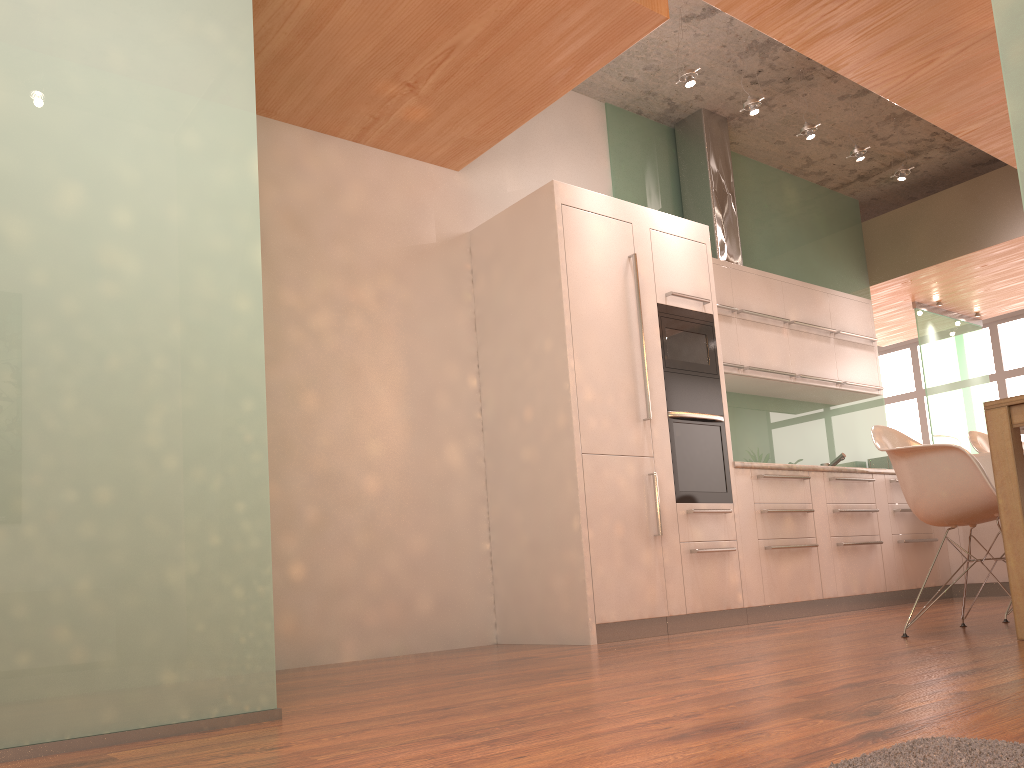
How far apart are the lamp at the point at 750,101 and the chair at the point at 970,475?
2.4m

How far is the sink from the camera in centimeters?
648cm

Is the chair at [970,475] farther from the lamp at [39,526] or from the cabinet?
the lamp at [39,526]

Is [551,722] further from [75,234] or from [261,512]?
[75,234]

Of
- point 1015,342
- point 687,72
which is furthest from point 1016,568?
point 1015,342

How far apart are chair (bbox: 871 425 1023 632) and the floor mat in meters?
2.0

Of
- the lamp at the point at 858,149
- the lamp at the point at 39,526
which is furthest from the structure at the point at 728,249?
the lamp at the point at 39,526

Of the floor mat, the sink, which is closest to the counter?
the sink

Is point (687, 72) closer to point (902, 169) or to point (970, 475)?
point (902, 169)

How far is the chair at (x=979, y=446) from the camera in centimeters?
390cm
